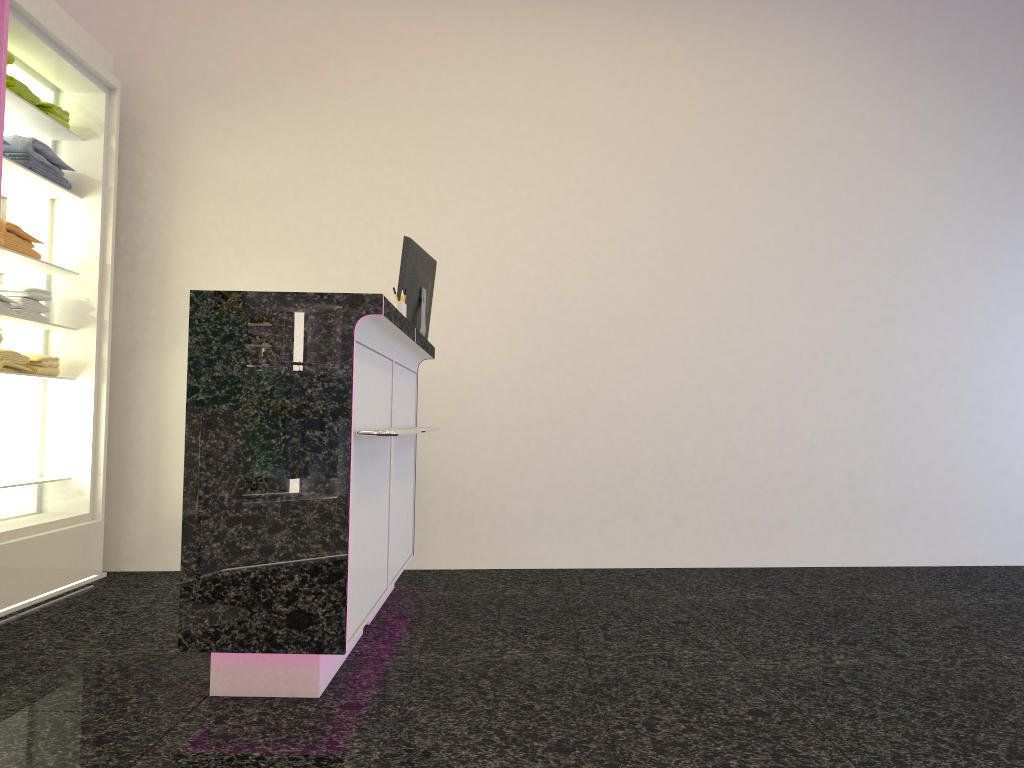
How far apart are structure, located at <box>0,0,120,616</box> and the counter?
1.51m

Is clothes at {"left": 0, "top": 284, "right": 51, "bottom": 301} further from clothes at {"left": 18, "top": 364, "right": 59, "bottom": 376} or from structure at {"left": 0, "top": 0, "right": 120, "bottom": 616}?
clothes at {"left": 18, "top": 364, "right": 59, "bottom": 376}

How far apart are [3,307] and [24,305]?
0.2m

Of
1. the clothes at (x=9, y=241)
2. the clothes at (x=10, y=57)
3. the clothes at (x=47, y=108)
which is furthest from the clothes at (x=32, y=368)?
the clothes at (x=10, y=57)

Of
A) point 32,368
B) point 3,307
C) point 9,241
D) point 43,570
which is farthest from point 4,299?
point 43,570

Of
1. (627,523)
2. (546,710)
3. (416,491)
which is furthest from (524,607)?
(546,710)

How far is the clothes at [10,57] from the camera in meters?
3.9

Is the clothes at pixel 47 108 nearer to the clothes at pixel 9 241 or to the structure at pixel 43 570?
the structure at pixel 43 570

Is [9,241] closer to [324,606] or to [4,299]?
[4,299]

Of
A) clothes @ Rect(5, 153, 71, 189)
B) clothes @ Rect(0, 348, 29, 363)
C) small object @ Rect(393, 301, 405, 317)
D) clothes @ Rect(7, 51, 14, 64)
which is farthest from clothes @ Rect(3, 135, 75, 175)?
small object @ Rect(393, 301, 405, 317)
